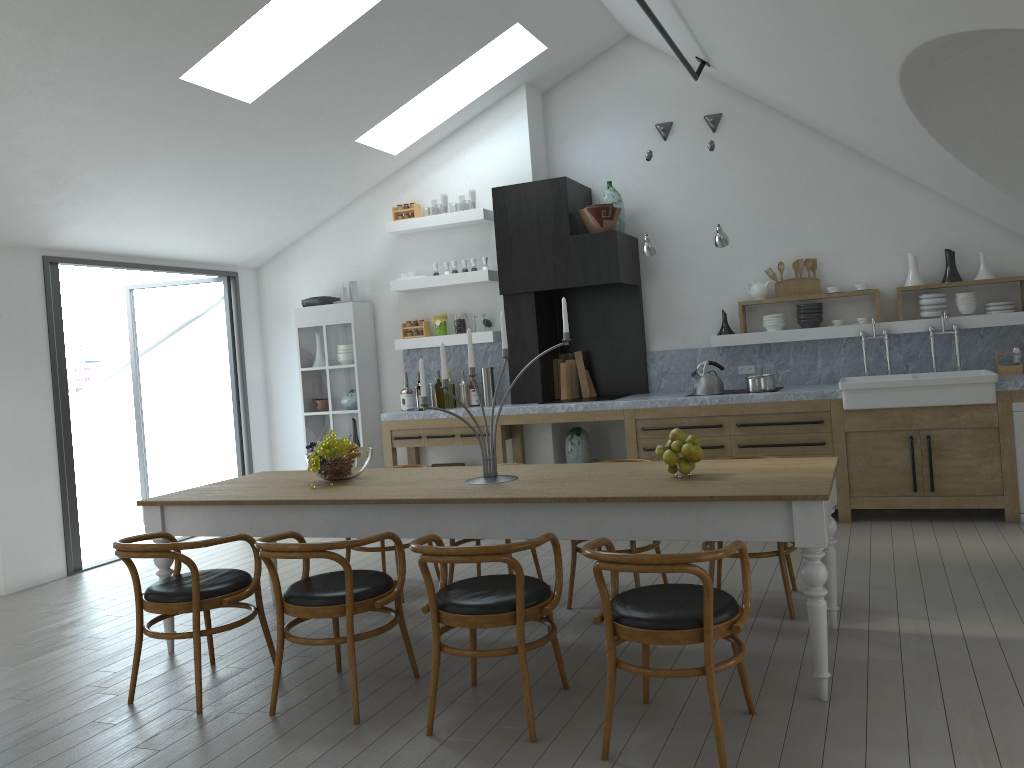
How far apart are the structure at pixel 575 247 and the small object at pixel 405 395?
0.98m

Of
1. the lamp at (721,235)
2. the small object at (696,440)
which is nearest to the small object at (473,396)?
the lamp at (721,235)

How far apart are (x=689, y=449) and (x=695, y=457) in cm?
7

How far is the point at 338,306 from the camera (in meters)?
8.13

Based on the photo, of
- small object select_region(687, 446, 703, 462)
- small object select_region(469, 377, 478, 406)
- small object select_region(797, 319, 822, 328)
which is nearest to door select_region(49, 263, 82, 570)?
small object select_region(469, 377, 478, 406)

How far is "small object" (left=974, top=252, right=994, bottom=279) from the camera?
6.7m

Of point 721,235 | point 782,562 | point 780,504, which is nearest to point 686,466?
point 780,504

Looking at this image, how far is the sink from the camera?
6.04m

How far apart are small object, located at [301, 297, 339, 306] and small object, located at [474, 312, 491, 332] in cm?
148

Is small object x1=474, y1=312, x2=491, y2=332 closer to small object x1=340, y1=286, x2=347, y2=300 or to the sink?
small object x1=340, y1=286, x2=347, y2=300
